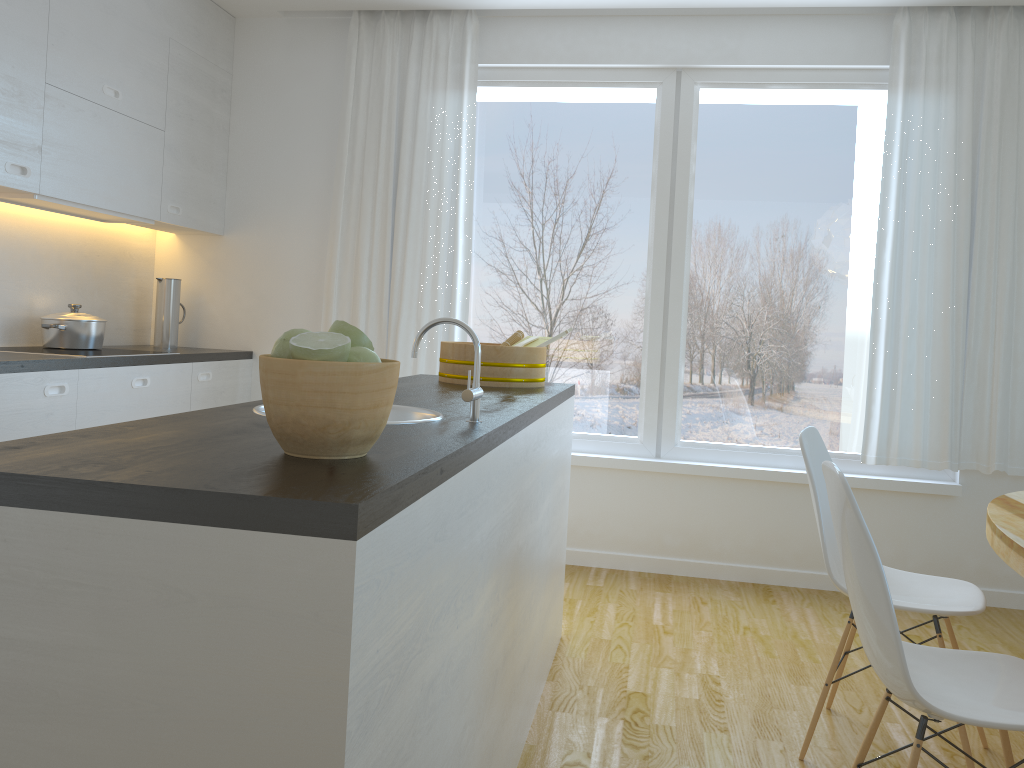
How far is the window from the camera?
4.2m

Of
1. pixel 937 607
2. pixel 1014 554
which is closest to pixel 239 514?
pixel 1014 554

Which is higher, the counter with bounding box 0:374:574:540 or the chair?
the counter with bounding box 0:374:574:540

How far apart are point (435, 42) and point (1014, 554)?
3.5m

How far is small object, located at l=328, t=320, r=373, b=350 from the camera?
1.3m

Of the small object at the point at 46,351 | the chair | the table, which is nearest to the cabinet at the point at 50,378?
the small object at the point at 46,351

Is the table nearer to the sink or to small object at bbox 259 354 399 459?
the sink

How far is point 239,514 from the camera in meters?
1.0 m

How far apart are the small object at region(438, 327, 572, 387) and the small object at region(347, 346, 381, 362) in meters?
1.7 m

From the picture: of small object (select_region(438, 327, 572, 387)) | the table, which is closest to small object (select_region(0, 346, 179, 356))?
small object (select_region(438, 327, 572, 387))
